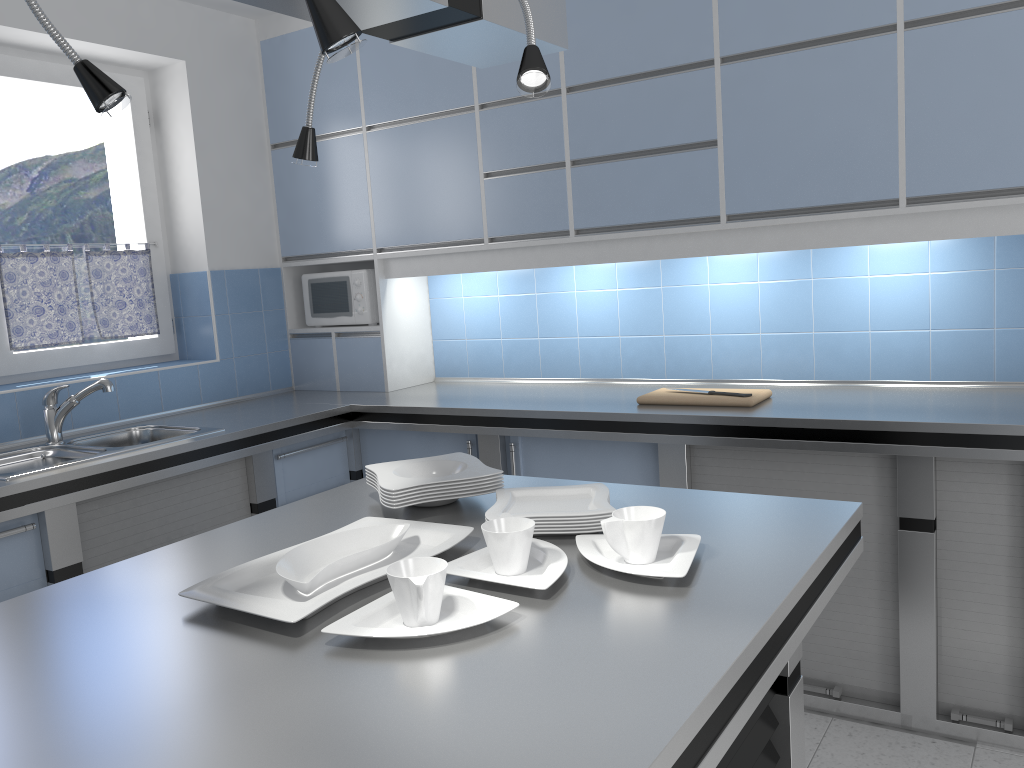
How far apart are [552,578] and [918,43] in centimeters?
221cm

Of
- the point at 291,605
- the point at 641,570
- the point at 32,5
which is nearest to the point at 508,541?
the point at 641,570

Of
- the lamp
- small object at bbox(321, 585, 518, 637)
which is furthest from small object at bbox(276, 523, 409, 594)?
the lamp

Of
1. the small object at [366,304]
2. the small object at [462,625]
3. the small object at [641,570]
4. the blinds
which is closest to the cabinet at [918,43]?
the small object at [366,304]

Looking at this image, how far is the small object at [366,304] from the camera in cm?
406

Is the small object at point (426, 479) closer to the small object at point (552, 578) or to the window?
the small object at point (552, 578)

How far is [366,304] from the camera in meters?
4.1

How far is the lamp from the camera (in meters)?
1.16

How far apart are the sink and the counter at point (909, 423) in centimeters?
6cm

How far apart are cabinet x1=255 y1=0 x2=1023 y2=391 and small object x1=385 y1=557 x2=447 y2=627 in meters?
2.1 m
